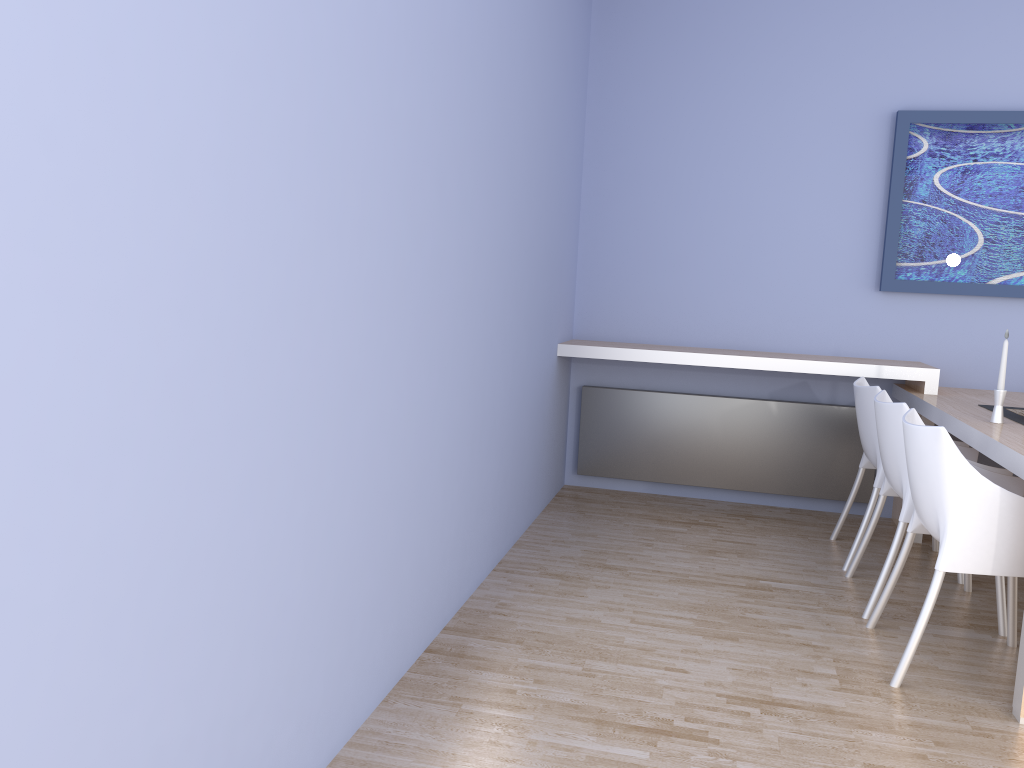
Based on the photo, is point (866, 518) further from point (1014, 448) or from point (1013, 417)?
point (1014, 448)

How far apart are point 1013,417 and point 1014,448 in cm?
83

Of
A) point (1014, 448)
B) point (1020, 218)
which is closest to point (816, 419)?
point (1020, 218)

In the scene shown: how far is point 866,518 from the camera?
3.7 meters

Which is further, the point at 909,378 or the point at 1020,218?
the point at 1020,218

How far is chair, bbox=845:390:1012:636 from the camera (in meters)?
3.17

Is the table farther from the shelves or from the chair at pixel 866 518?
the chair at pixel 866 518

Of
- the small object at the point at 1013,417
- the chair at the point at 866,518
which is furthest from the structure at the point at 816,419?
the small object at the point at 1013,417

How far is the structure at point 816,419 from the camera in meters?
4.7

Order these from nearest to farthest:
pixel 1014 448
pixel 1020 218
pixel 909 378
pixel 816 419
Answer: pixel 1014 448 → pixel 909 378 → pixel 1020 218 → pixel 816 419
